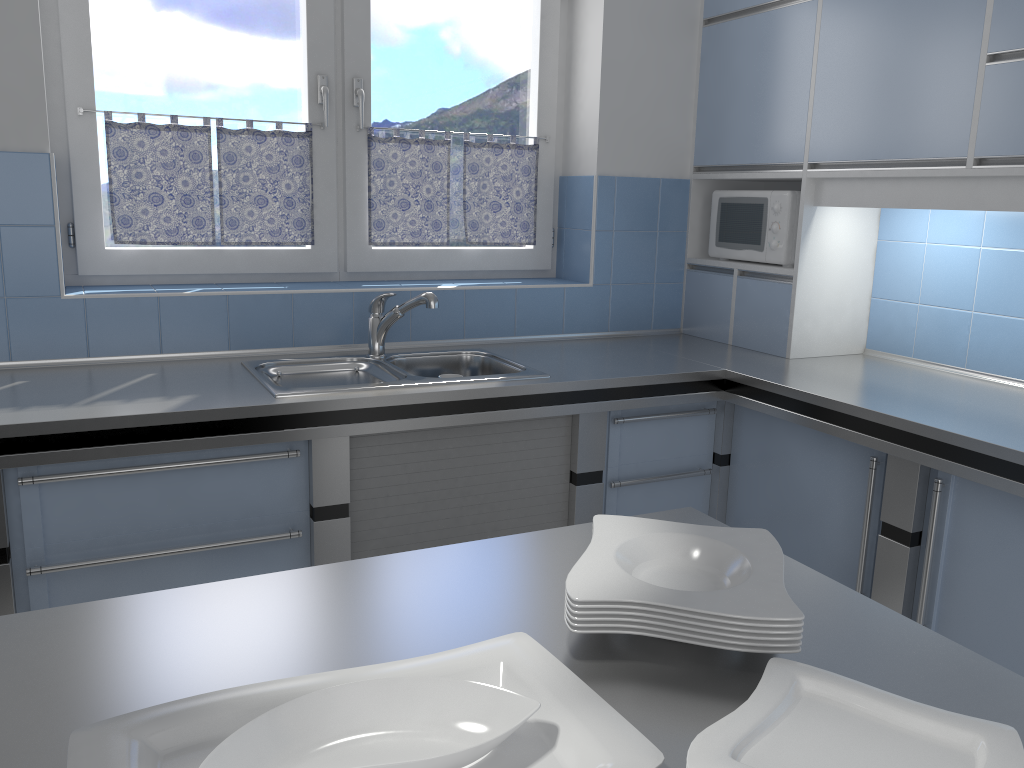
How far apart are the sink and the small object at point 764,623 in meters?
1.4

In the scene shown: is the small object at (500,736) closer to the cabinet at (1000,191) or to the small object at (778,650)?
the small object at (778,650)

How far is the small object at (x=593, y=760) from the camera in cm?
80

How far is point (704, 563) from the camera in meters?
1.2

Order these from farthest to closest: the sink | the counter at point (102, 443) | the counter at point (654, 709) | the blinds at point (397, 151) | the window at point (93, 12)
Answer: the blinds at point (397, 151)
the window at point (93, 12)
the sink
the counter at point (102, 443)
the counter at point (654, 709)

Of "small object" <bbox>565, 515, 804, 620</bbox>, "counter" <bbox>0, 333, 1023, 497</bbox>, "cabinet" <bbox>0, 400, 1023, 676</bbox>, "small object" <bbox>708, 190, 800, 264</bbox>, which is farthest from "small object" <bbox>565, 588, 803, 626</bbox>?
"small object" <bbox>708, 190, 800, 264</bbox>

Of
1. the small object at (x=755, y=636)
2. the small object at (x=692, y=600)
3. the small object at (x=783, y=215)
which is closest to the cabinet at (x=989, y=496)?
the small object at (x=783, y=215)

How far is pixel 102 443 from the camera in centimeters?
203cm

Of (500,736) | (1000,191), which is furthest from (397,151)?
(500,736)

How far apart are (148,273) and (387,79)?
1.1m
